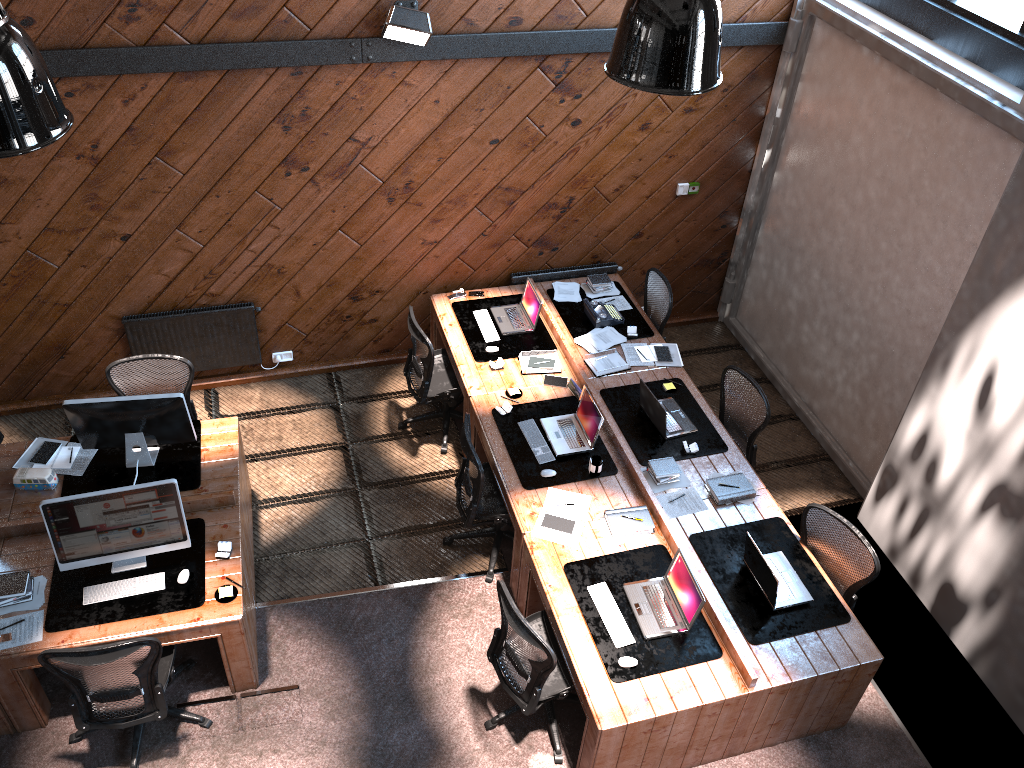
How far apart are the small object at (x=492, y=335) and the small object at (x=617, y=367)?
0.78m

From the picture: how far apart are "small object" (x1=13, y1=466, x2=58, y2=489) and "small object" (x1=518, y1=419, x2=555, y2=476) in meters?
3.1

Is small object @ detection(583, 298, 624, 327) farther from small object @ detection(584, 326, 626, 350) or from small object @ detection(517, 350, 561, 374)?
small object @ detection(517, 350, 561, 374)

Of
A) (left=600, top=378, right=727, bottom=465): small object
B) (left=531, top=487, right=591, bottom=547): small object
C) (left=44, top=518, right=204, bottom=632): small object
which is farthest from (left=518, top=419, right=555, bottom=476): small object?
(left=44, top=518, right=204, bottom=632): small object

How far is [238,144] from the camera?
6.4m

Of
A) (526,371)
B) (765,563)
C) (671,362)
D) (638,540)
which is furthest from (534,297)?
(765,563)

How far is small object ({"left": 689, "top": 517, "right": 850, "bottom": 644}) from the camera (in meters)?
5.17

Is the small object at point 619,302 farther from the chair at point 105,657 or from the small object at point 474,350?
the chair at point 105,657

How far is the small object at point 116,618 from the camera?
4.95m

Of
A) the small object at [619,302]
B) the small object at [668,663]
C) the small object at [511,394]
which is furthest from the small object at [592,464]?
the small object at [619,302]
